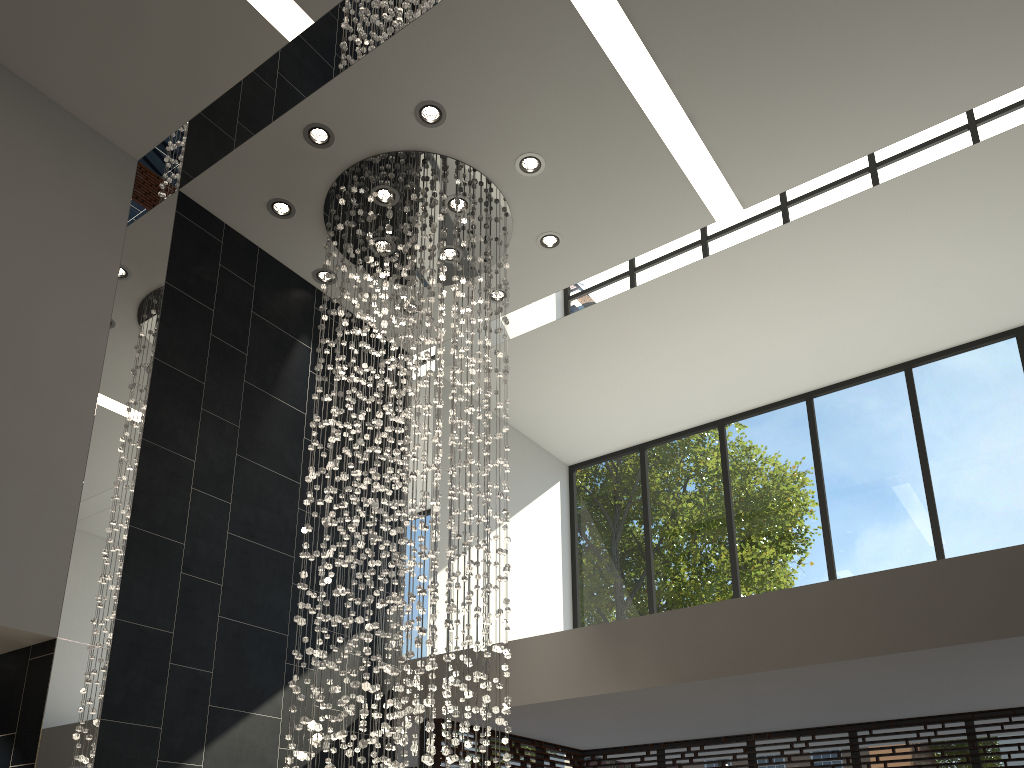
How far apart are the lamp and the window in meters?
1.2 m

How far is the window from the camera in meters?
6.8 m

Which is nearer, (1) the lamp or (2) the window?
(1) the lamp

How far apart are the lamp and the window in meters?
1.2 m

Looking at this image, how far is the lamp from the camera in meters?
4.8

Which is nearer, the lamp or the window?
the lamp

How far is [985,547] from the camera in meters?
6.8

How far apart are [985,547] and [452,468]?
4.6m

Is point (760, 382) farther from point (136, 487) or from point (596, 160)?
point (136, 487)

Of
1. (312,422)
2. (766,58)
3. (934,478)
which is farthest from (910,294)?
(312,422)
